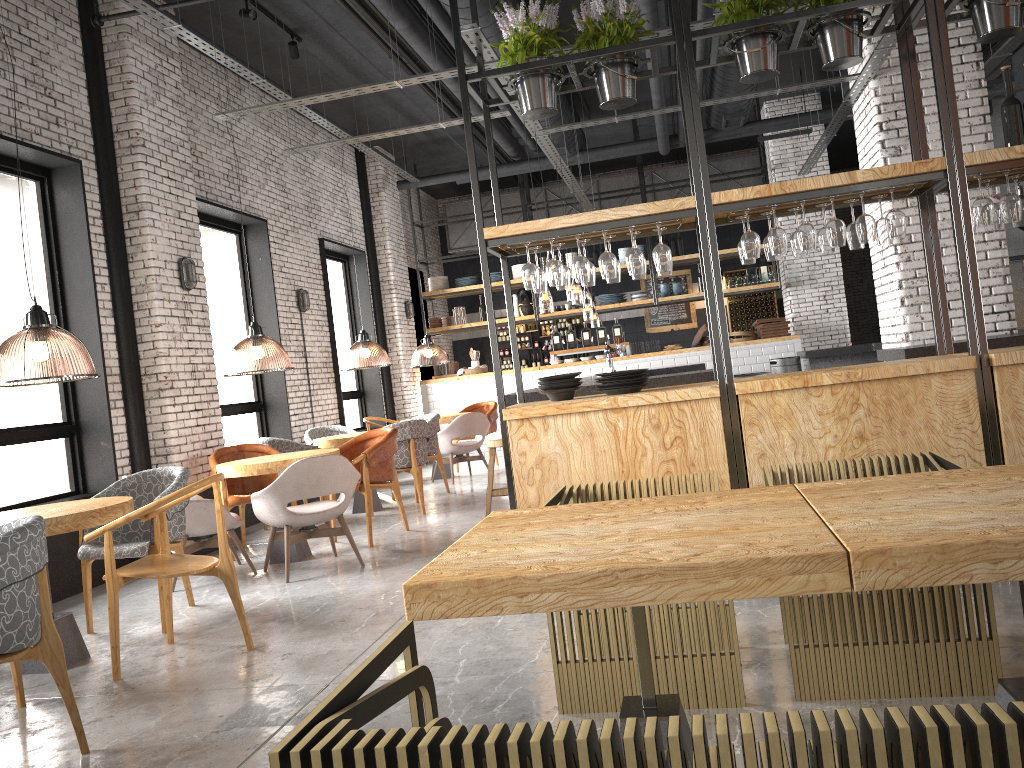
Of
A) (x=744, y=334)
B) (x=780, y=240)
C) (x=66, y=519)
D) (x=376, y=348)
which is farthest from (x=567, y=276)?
(x=744, y=334)

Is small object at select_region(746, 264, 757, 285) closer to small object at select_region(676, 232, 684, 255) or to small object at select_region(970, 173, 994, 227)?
small object at select_region(676, 232, 684, 255)

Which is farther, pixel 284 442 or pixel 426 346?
pixel 426 346

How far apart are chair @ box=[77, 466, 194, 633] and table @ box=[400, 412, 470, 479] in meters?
5.6

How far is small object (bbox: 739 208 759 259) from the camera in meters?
4.6

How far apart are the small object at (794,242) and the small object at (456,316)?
9.9 meters

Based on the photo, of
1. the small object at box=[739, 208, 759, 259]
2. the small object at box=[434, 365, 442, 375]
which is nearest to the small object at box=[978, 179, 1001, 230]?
the small object at box=[739, 208, 759, 259]

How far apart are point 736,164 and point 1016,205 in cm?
1174

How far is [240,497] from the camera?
7.2 meters

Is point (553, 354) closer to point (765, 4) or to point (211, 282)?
point (211, 282)
